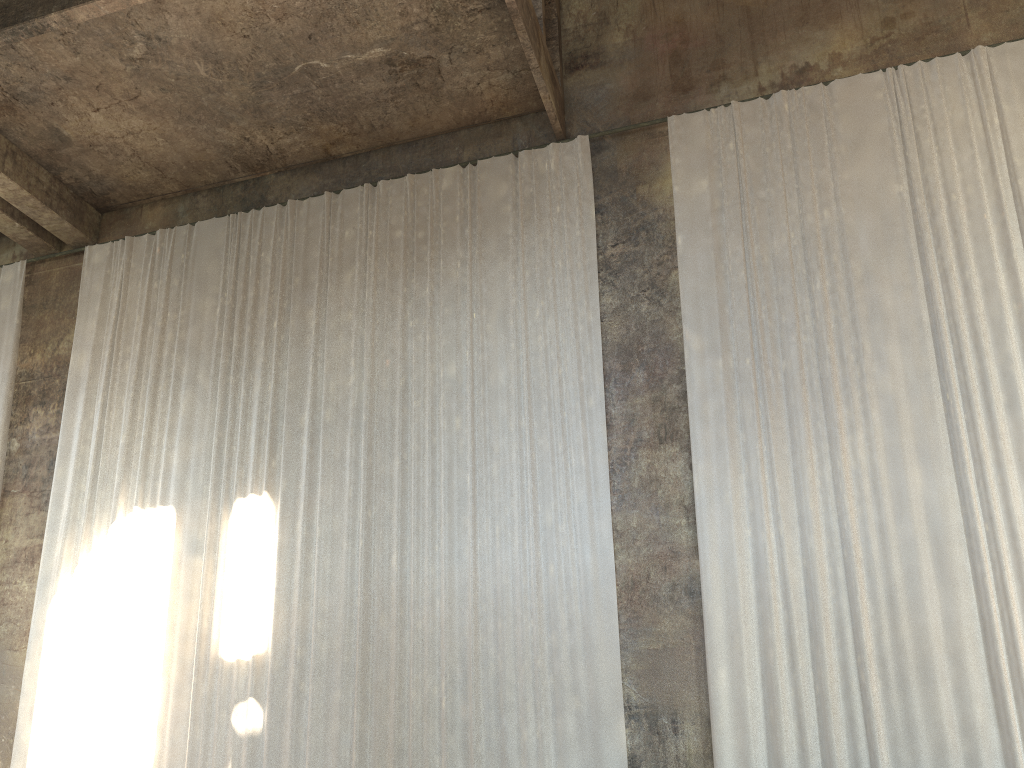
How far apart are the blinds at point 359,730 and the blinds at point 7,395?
1.11m

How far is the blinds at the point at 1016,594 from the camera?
8.1 meters

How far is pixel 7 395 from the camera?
12.8m

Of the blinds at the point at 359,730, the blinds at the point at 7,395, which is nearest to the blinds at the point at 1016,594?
the blinds at the point at 359,730

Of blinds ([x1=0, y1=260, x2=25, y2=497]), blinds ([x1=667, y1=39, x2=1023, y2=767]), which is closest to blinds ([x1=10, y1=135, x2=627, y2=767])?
blinds ([x1=667, y1=39, x2=1023, y2=767])

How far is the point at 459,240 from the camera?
11.5m

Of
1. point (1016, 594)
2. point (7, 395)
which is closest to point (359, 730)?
point (1016, 594)

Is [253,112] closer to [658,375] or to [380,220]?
[380,220]

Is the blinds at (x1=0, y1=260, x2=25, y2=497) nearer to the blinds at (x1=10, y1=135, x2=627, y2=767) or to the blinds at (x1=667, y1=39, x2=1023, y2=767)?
the blinds at (x1=10, y1=135, x2=627, y2=767)

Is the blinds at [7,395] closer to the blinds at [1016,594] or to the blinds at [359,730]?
the blinds at [359,730]
